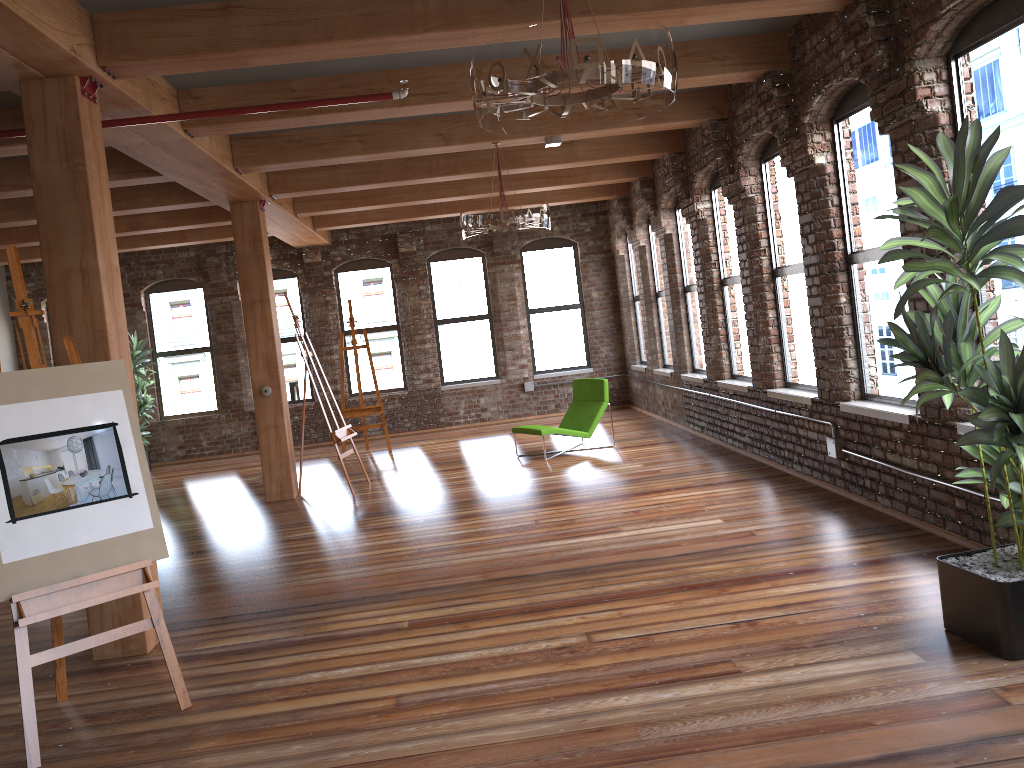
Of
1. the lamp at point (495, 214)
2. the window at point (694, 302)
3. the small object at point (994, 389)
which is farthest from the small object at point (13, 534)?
the window at point (694, 302)

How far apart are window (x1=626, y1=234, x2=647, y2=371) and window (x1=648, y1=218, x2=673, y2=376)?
0.84m

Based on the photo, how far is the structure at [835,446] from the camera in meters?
6.4 m

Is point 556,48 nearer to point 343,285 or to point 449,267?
point 449,267

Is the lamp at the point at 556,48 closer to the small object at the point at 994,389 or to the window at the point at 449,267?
the small object at the point at 994,389

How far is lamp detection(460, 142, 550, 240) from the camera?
7.4 meters

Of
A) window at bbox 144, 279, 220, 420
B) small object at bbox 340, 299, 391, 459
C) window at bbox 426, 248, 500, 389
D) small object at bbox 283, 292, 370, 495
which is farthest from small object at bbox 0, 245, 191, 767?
window at bbox 144, 279, 220, 420

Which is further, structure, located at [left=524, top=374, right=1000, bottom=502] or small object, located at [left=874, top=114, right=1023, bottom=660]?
structure, located at [left=524, top=374, right=1000, bottom=502]

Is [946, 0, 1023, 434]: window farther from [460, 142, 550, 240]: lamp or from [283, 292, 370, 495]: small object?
[283, 292, 370, 495]: small object

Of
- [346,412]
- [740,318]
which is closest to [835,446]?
[740,318]
